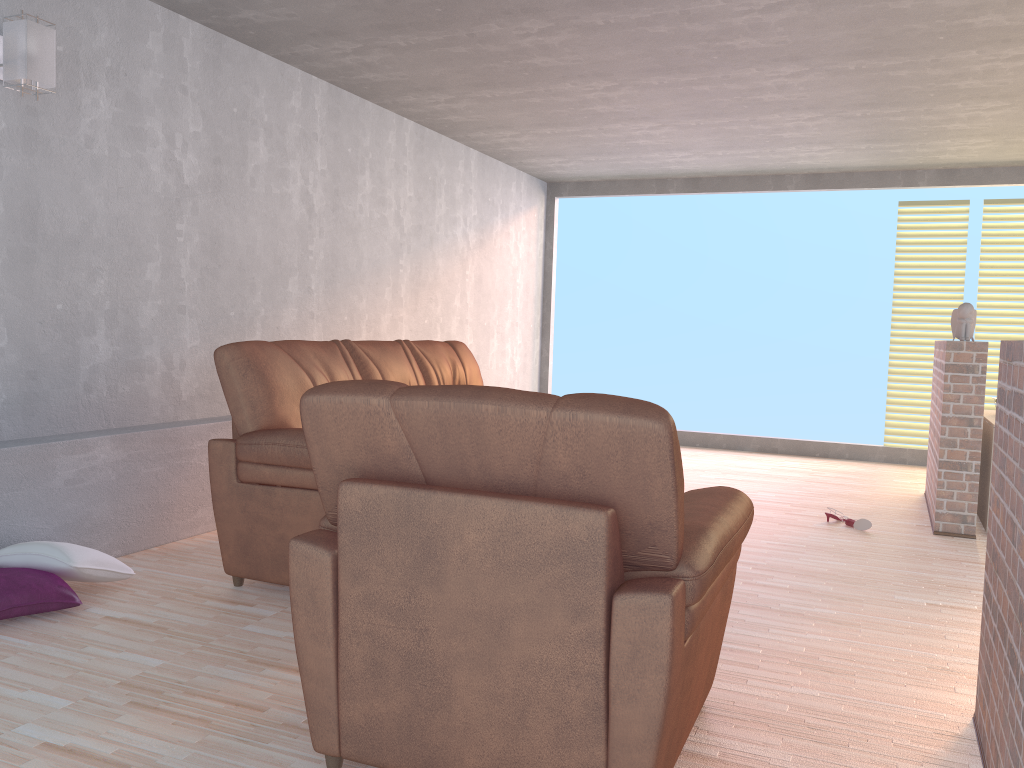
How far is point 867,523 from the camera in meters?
4.9

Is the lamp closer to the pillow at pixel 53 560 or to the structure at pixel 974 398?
the pillow at pixel 53 560

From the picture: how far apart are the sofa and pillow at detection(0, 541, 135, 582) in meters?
0.4

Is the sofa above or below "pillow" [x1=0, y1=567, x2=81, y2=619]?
above

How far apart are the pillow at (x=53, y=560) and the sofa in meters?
0.4

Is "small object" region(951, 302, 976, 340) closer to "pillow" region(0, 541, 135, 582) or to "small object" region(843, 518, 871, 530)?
"small object" region(843, 518, 871, 530)

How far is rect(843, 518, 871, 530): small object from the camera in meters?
4.9 m

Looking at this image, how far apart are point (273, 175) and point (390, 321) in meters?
1.5

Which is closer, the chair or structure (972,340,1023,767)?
the chair

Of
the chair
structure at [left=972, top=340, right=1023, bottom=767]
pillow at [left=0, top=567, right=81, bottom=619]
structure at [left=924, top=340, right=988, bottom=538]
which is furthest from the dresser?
pillow at [left=0, top=567, right=81, bottom=619]
